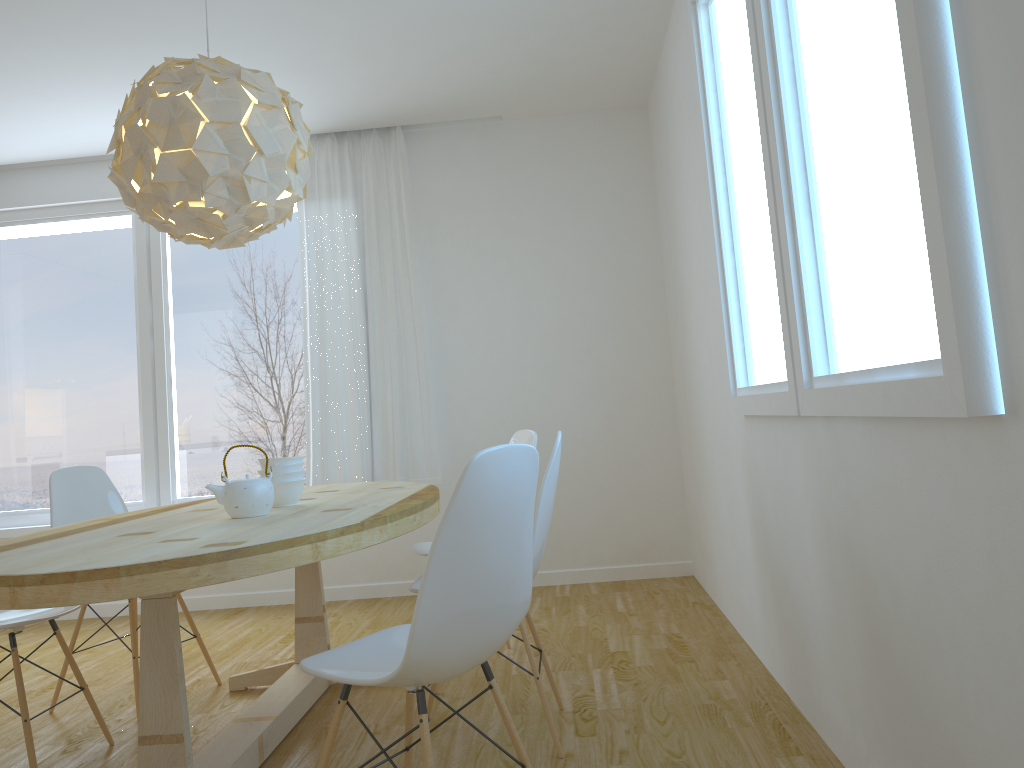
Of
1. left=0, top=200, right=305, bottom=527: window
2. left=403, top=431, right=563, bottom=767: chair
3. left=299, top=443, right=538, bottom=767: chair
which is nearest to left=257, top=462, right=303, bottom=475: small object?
left=403, top=431, right=563, bottom=767: chair

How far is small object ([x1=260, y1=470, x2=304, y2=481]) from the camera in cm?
286

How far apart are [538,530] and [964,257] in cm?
153

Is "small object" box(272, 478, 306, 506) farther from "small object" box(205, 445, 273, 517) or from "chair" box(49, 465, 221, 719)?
"chair" box(49, 465, 221, 719)

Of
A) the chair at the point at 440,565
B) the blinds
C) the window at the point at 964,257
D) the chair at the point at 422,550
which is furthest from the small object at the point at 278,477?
the blinds

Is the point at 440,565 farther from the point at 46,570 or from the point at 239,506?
the point at 239,506

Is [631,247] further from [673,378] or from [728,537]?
[728,537]

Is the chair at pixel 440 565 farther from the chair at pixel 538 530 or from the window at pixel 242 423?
the window at pixel 242 423

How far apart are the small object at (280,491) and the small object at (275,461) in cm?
7

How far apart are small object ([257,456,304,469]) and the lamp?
0.72m
